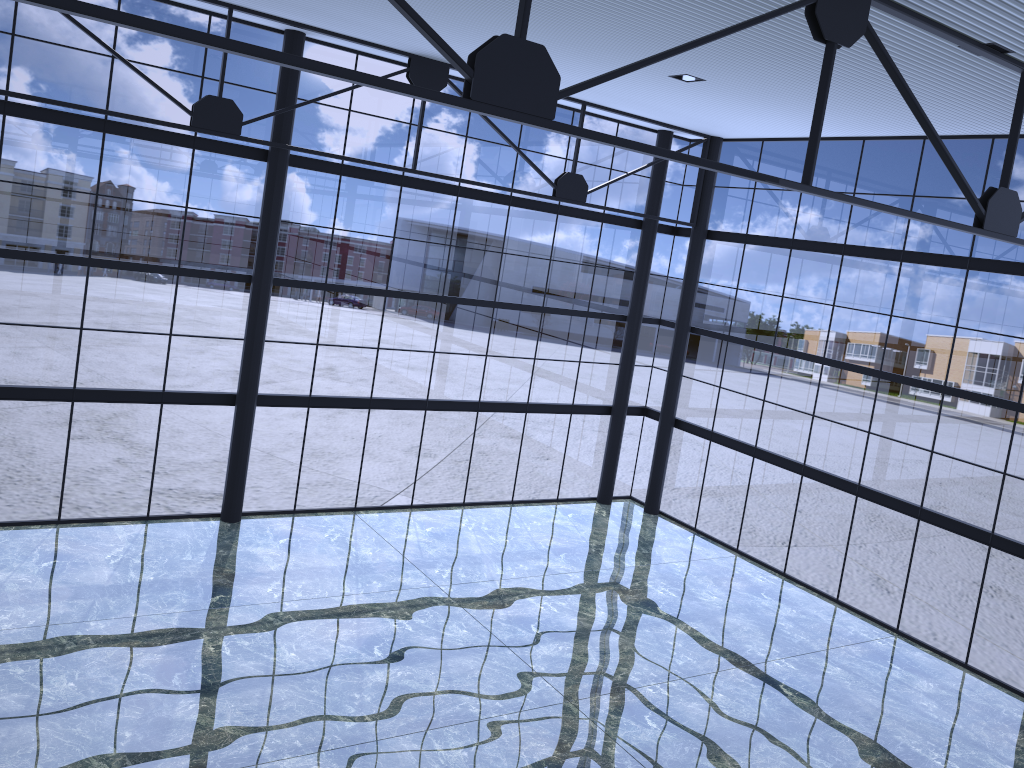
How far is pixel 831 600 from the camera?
23.2m

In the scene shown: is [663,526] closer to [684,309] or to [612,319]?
[612,319]

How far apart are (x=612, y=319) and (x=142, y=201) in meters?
14.1
